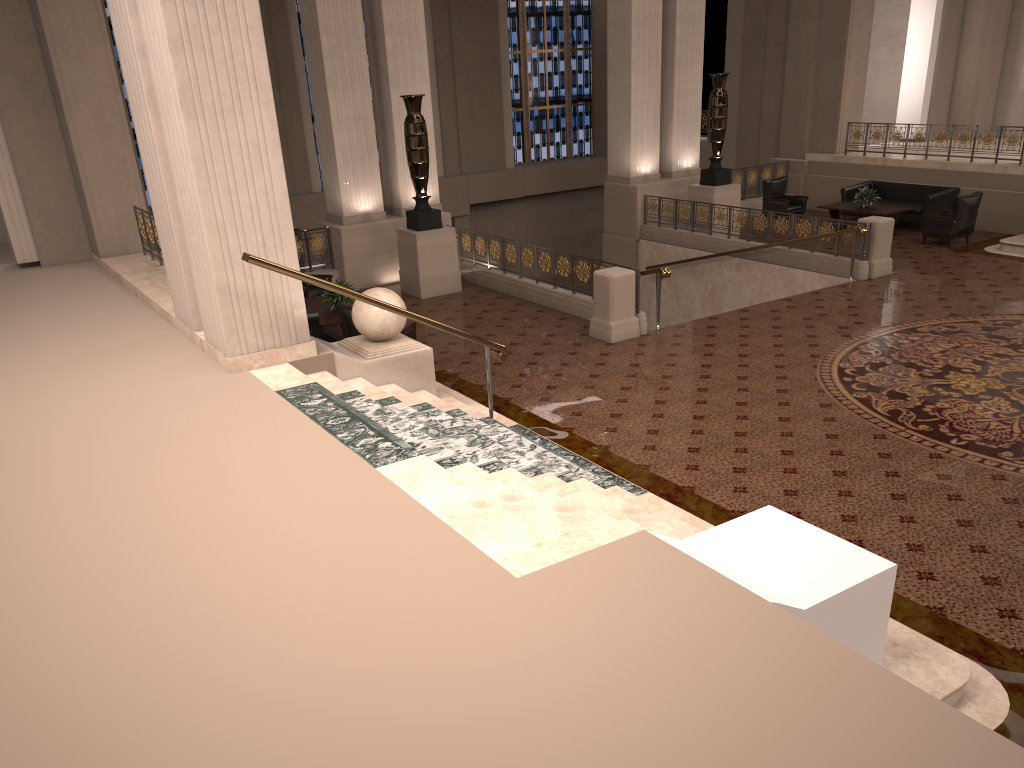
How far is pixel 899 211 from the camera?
15.9 meters

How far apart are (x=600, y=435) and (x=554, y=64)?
18.3 meters

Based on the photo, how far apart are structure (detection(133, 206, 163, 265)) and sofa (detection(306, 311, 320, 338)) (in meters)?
2.41

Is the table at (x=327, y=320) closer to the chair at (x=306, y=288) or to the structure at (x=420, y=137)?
the chair at (x=306, y=288)

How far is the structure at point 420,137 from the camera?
13.00m

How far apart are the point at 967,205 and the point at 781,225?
3.2 meters

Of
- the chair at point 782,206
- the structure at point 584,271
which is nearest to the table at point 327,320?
the structure at point 584,271

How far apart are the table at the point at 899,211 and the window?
9.7m

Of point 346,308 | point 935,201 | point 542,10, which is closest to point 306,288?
point 346,308

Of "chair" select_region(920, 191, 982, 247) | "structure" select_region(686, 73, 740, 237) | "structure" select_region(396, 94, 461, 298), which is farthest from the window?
"chair" select_region(920, 191, 982, 247)
